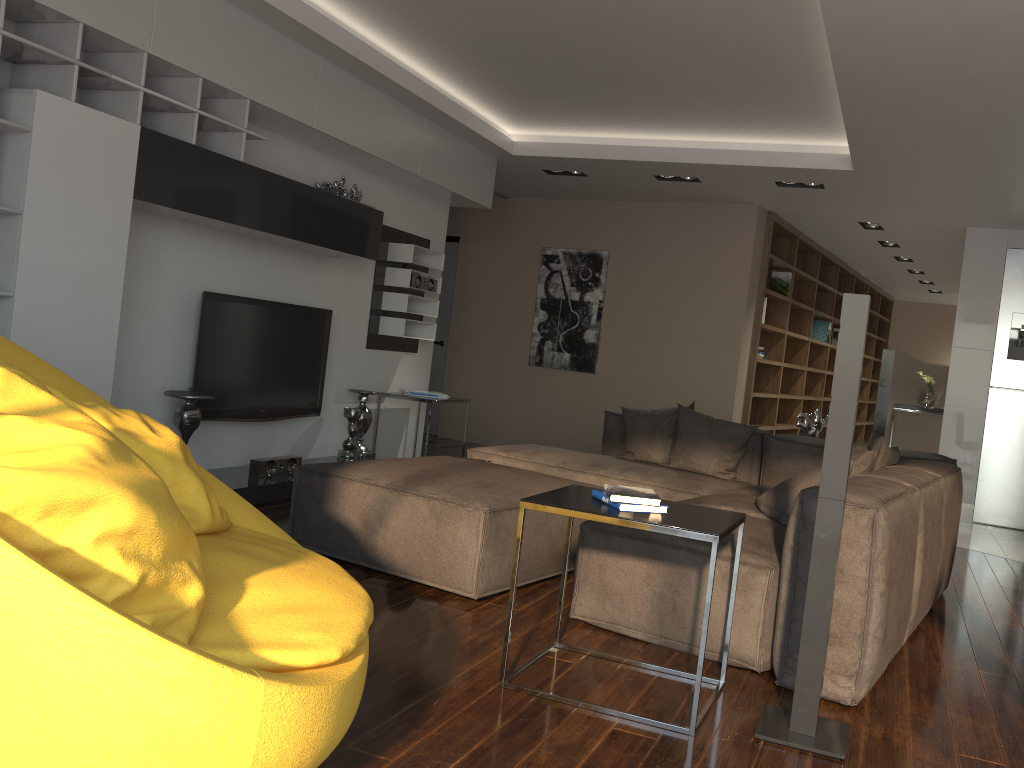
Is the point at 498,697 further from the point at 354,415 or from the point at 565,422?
the point at 565,422

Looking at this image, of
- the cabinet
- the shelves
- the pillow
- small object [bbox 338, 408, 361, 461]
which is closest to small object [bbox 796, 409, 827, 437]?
the pillow

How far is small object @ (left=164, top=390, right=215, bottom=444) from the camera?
4.53m

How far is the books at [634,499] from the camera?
2.60m

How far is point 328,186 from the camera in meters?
5.6 m

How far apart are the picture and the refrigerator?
3.30m

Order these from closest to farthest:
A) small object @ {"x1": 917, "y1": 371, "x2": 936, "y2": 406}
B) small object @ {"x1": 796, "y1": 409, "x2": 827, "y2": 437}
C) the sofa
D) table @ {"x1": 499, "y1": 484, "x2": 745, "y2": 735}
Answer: table @ {"x1": 499, "y1": 484, "x2": 745, "y2": 735} < the sofa < small object @ {"x1": 796, "y1": 409, "x2": 827, "y2": 437} < small object @ {"x1": 917, "y1": 371, "x2": 936, "y2": 406}

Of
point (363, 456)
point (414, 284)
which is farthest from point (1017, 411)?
point (363, 456)

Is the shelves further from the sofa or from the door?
the door

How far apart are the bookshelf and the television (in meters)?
3.83
